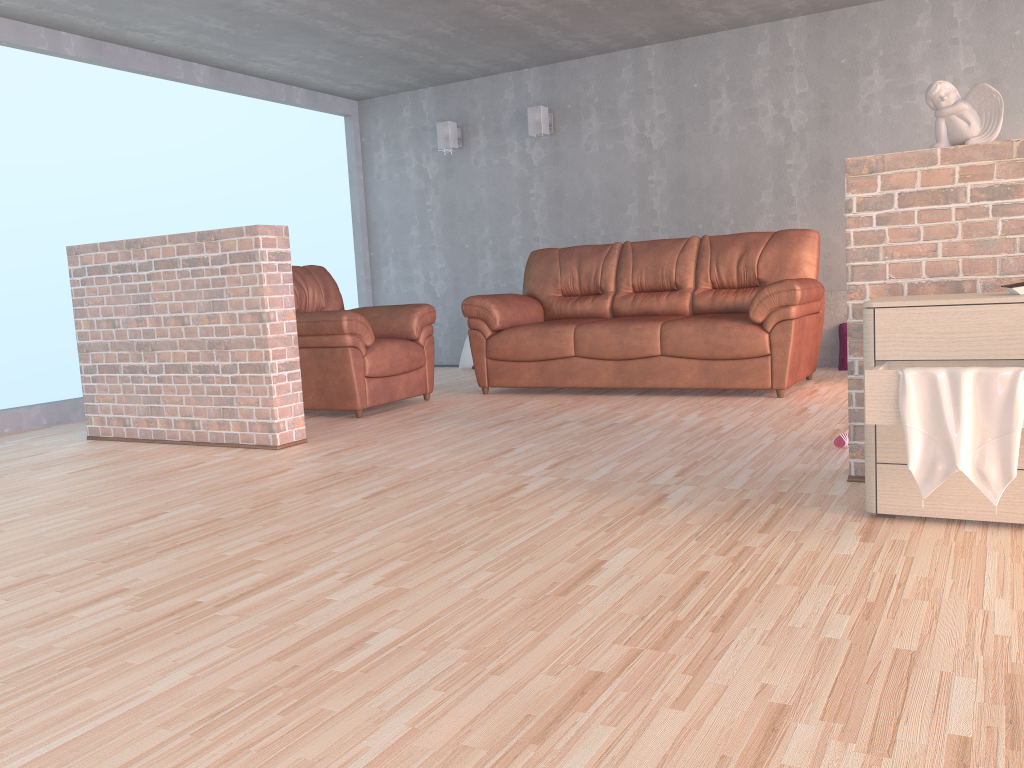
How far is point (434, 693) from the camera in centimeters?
159cm

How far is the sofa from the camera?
5.0m

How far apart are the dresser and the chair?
3.1 meters

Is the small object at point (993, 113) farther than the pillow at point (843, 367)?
No

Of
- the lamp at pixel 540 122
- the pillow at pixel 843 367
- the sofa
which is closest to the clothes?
the sofa

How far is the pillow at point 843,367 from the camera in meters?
6.0

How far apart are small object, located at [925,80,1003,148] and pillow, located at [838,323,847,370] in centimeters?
344cm

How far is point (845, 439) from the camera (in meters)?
3.47

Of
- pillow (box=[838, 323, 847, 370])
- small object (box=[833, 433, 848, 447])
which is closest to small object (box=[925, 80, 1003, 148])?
small object (box=[833, 433, 848, 447])

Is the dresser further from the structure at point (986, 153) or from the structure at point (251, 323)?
the structure at point (251, 323)
